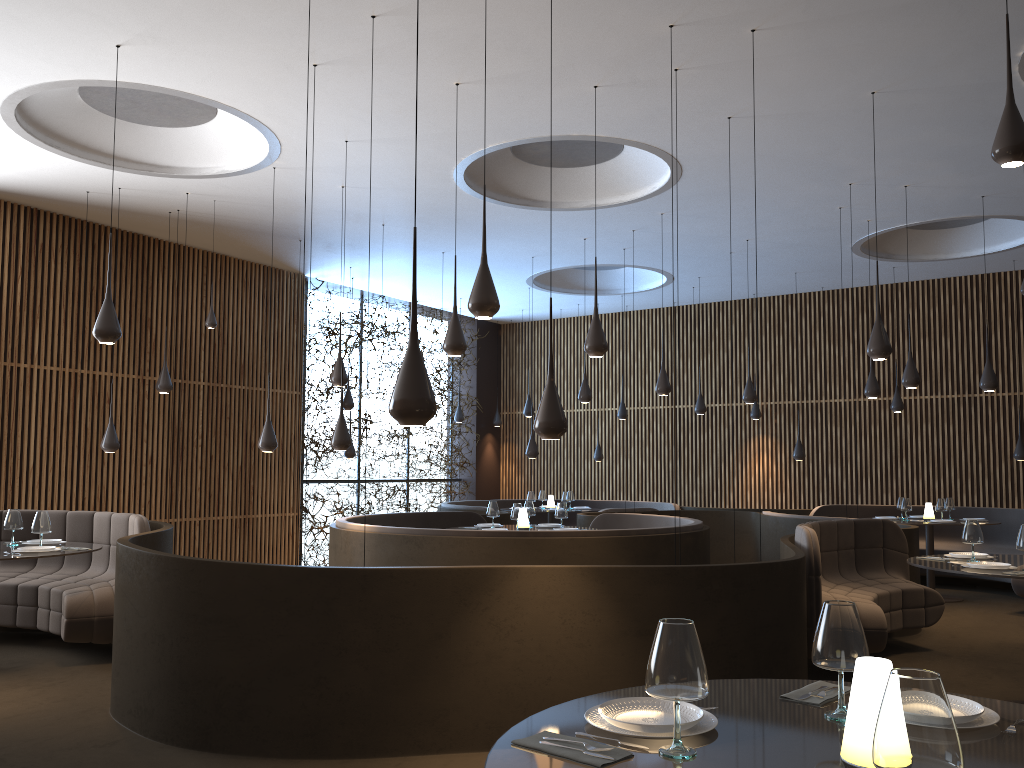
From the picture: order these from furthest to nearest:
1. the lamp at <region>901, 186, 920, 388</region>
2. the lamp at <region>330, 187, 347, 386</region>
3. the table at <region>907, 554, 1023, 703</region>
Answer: Answer: the lamp at <region>330, 187, 347, 386</region> → the lamp at <region>901, 186, 920, 388</region> → the table at <region>907, 554, 1023, 703</region>

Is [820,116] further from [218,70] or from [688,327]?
[688,327]

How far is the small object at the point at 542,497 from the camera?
14.85m

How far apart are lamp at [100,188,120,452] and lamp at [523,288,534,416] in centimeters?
702cm

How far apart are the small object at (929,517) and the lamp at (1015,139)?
9.6 meters

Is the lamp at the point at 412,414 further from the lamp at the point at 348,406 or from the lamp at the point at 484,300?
the lamp at the point at 348,406

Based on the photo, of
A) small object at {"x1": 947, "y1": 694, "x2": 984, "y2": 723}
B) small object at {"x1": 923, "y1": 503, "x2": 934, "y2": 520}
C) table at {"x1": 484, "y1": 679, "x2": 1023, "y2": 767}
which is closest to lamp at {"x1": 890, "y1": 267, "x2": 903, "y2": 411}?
small object at {"x1": 923, "y1": 503, "x2": 934, "y2": 520}

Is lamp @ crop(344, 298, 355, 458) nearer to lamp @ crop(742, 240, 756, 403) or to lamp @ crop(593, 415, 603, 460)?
lamp @ crop(593, 415, 603, 460)

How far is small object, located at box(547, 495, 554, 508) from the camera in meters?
14.5

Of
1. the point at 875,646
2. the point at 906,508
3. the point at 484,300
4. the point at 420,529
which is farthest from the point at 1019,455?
the point at 484,300
